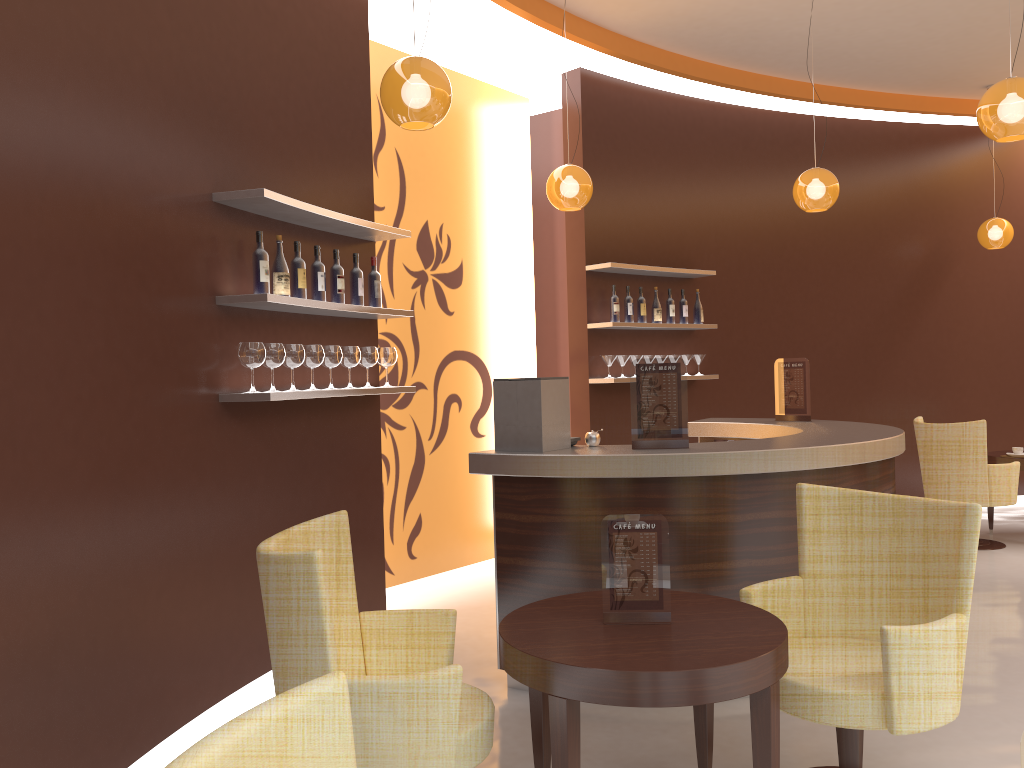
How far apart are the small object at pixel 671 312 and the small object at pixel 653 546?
4.67m

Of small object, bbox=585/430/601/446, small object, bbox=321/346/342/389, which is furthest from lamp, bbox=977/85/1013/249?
small object, bbox=321/346/342/389

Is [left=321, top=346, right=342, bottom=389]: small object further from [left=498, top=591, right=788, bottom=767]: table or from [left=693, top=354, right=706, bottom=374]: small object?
[left=693, top=354, right=706, bottom=374]: small object

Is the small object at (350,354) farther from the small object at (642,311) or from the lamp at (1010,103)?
the lamp at (1010,103)

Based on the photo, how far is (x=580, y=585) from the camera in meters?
3.9

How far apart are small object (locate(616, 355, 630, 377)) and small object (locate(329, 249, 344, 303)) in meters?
2.9 m

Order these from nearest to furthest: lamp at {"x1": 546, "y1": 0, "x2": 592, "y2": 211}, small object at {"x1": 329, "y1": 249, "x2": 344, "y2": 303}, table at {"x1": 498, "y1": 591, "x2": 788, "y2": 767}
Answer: table at {"x1": 498, "y1": 591, "x2": 788, "y2": 767}
small object at {"x1": 329, "y1": 249, "x2": 344, "y2": 303}
lamp at {"x1": 546, "y1": 0, "x2": 592, "y2": 211}

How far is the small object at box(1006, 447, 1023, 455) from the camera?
7.1m

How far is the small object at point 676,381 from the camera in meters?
4.0 m

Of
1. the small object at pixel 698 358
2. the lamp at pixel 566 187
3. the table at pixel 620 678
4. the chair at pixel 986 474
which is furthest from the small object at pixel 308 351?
the chair at pixel 986 474
